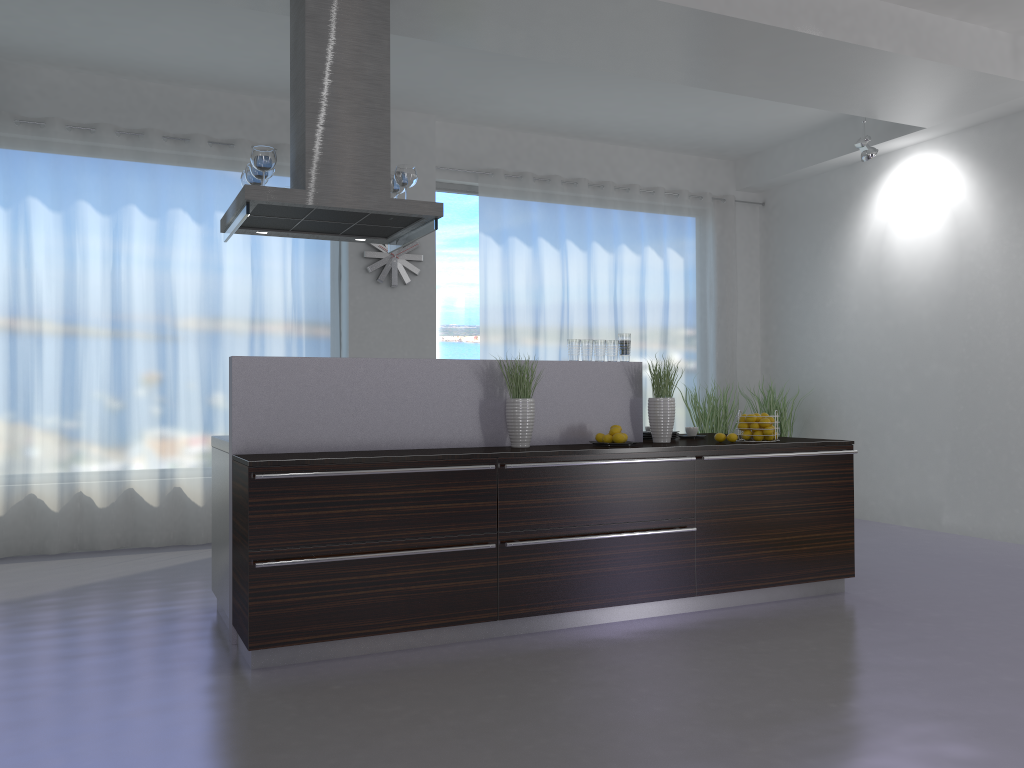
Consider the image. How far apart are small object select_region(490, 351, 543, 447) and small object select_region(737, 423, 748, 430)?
1.3 meters

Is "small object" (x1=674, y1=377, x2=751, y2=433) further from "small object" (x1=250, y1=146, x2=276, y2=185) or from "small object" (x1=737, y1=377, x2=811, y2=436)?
"small object" (x1=250, y1=146, x2=276, y2=185)

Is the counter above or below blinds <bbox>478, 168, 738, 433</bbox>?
below

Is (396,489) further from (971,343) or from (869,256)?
(869,256)

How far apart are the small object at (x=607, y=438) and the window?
3.45m

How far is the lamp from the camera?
7.1 meters

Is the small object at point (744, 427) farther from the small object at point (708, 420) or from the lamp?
the lamp

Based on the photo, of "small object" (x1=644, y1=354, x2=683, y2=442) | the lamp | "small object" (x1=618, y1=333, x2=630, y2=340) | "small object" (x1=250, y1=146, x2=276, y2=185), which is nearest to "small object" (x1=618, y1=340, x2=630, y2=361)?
"small object" (x1=618, y1=333, x2=630, y2=340)

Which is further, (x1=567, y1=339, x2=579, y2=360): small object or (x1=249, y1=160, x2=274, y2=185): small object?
(x1=567, y1=339, x2=579, y2=360): small object

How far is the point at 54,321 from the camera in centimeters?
630cm
